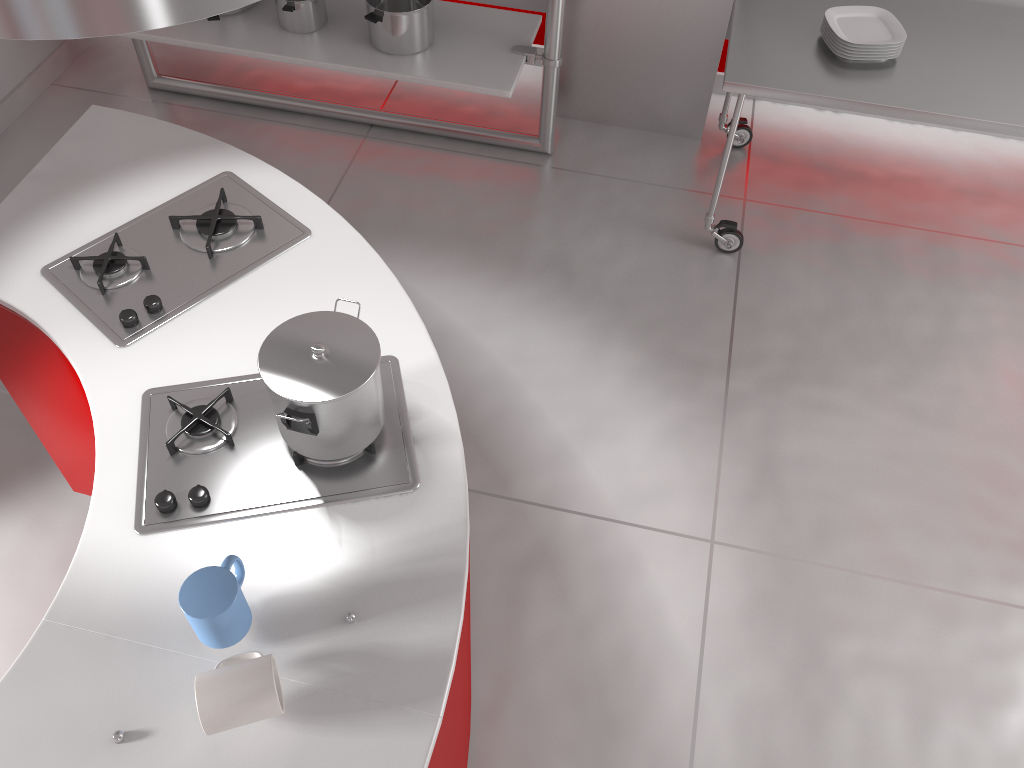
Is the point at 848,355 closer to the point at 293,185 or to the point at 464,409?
the point at 464,409

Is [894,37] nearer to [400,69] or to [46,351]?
[400,69]

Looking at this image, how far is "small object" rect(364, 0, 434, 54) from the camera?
3.0 meters

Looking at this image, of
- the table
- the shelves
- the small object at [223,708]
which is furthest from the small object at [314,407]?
the shelves

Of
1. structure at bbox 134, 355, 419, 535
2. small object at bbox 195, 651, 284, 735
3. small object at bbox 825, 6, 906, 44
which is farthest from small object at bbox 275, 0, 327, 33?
small object at bbox 195, 651, 284, 735

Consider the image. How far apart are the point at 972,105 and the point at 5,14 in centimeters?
256cm

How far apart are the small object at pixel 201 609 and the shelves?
2.2m

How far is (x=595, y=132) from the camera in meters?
3.6 m

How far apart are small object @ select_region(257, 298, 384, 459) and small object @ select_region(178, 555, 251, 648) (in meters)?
0.21

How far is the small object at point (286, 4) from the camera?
3.1m
